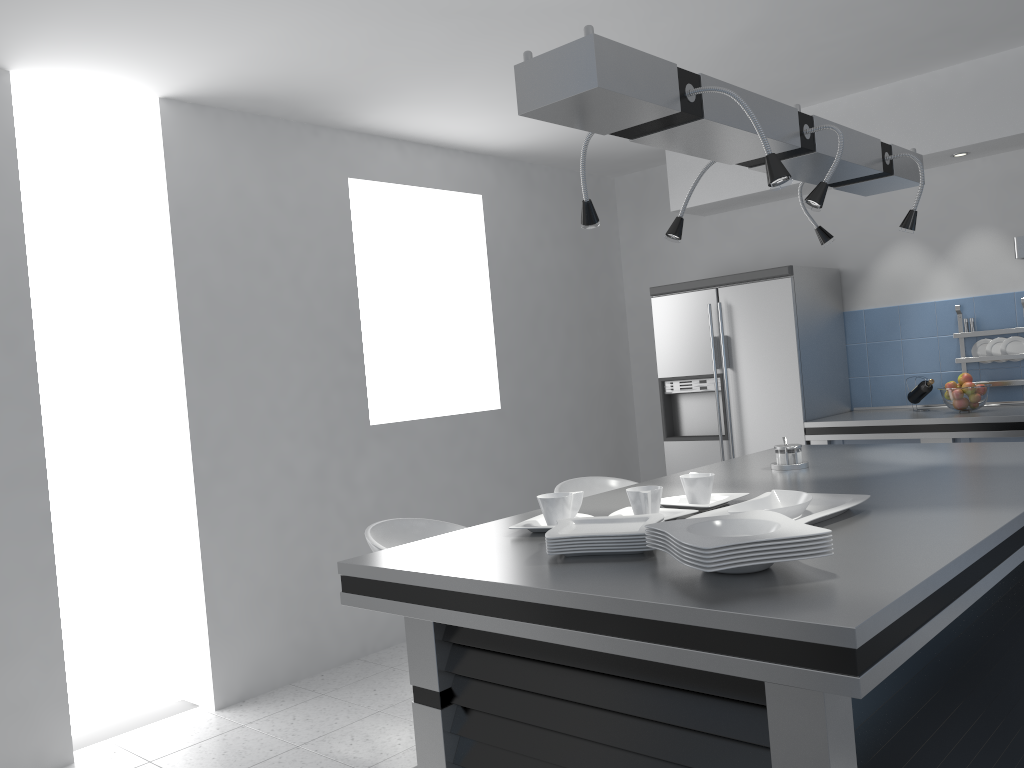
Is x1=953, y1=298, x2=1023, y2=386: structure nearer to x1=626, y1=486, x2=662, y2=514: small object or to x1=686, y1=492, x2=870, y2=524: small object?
x1=686, y1=492, x2=870, y2=524: small object

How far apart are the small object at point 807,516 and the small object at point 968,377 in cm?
281

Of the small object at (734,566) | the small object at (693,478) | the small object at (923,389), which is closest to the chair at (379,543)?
the small object at (693,478)

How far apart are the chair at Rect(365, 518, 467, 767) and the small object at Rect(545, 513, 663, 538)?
1.0 meters

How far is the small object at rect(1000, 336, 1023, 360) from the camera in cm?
468

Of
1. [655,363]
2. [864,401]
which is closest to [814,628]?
[864,401]

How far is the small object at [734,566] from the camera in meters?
1.5 m

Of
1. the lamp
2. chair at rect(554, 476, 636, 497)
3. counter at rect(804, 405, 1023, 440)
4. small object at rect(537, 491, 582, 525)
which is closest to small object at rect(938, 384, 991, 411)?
counter at rect(804, 405, 1023, 440)

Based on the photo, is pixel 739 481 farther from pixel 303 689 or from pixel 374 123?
pixel 374 123

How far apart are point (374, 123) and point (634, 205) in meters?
2.3
